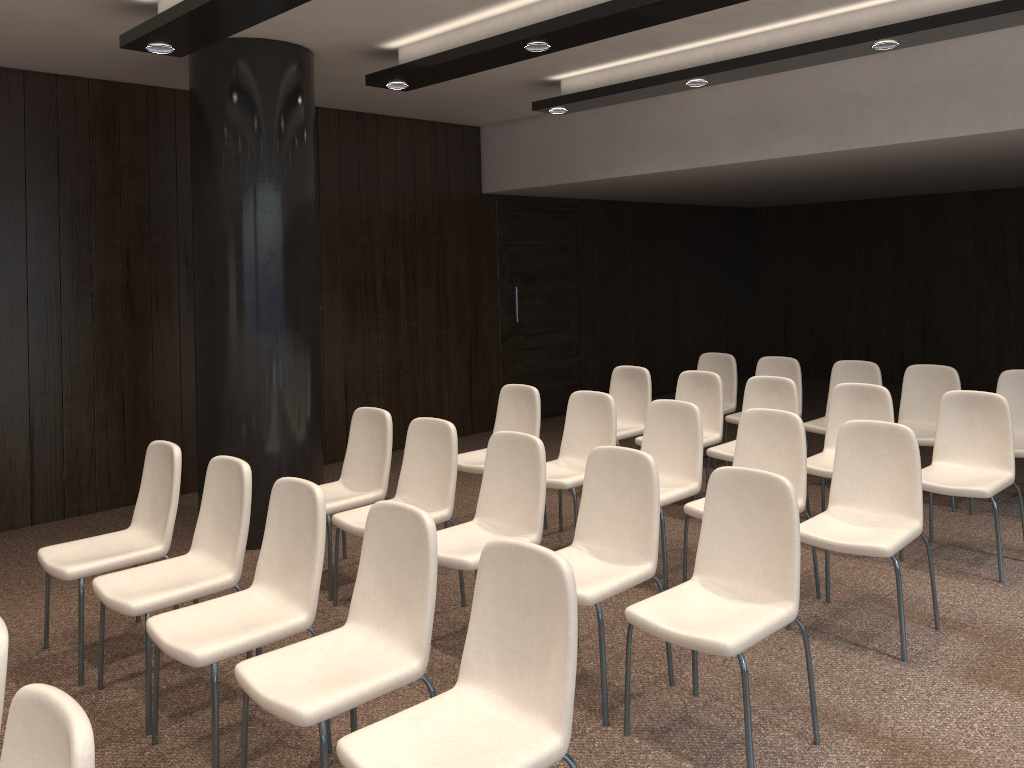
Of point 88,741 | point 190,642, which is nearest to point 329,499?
point 190,642

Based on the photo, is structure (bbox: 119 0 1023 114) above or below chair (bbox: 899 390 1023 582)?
above

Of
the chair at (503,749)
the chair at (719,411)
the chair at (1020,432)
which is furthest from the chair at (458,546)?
the chair at (1020,432)

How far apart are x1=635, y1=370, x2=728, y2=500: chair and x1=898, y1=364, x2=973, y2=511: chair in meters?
1.3

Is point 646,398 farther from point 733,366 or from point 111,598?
point 111,598

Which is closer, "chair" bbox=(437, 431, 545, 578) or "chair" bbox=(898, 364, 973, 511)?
"chair" bbox=(437, 431, 545, 578)

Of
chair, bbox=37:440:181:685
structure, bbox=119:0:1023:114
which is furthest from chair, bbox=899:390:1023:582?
chair, bbox=37:440:181:685

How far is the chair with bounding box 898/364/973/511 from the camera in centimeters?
621cm

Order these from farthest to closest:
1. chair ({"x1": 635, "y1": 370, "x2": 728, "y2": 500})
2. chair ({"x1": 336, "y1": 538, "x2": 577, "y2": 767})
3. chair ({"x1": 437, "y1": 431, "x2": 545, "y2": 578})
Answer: chair ({"x1": 635, "y1": 370, "x2": 728, "y2": 500}) < chair ({"x1": 437, "y1": 431, "x2": 545, "y2": 578}) < chair ({"x1": 336, "y1": 538, "x2": 577, "y2": 767})

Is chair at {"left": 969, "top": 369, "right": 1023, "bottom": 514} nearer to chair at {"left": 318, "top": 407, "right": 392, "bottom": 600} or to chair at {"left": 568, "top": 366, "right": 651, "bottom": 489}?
chair at {"left": 568, "top": 366, "right": 651, "bottom": 489}
